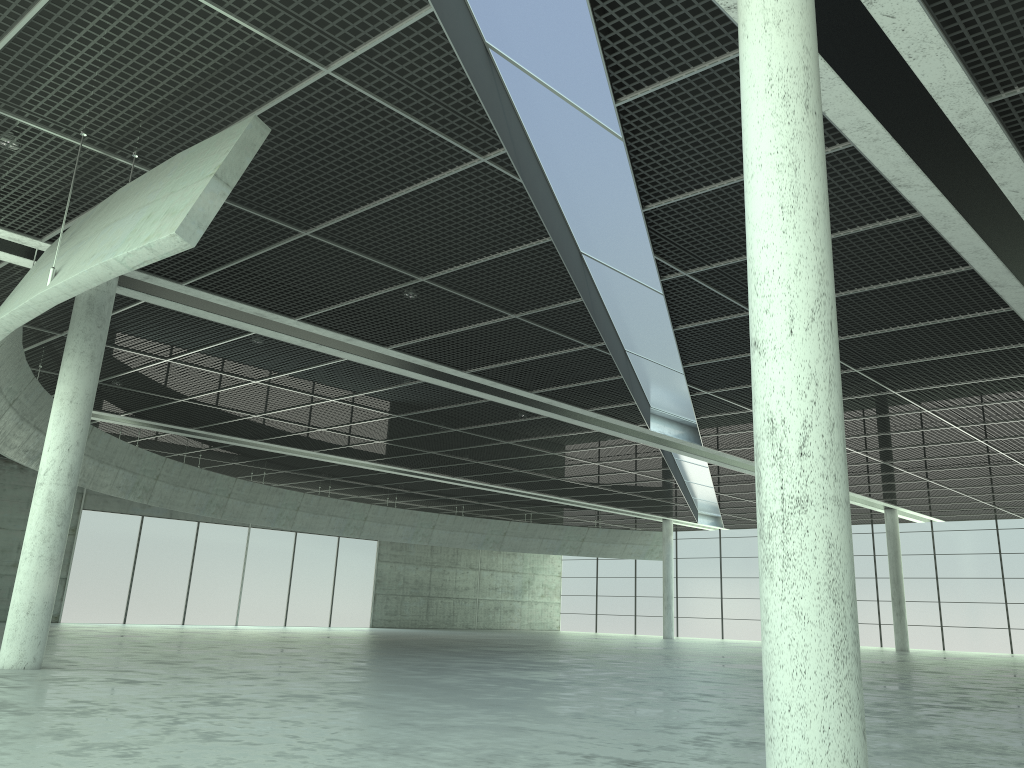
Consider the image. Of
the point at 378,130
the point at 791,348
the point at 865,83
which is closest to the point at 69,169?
the point at 378,130
